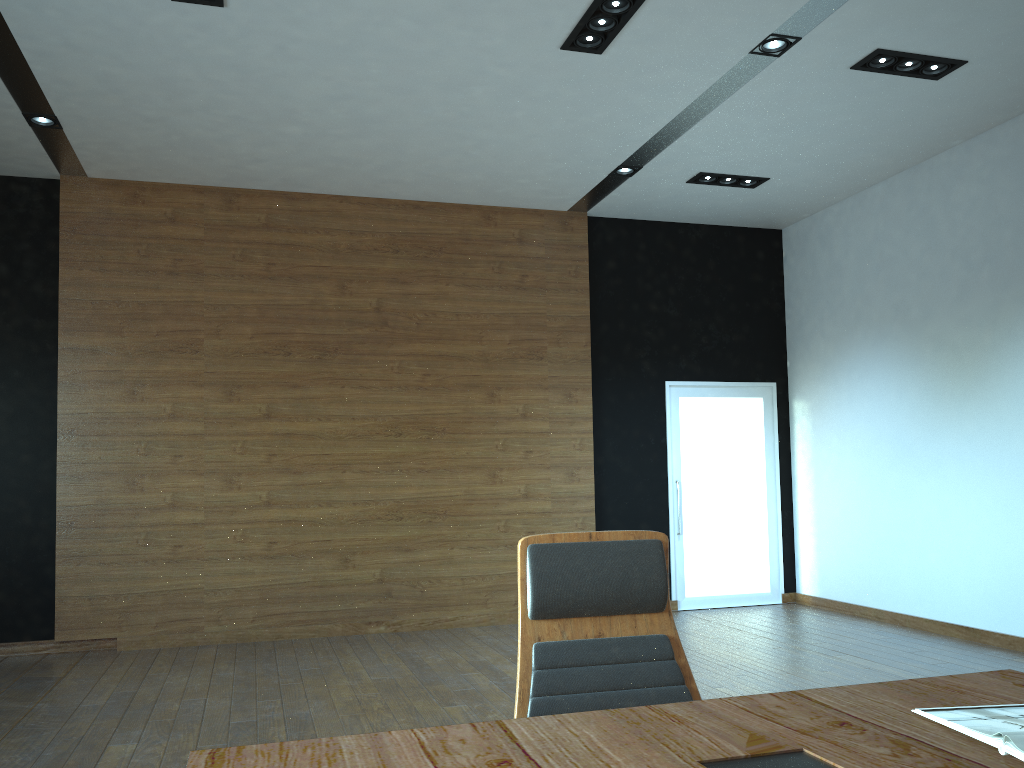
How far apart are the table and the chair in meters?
0.3

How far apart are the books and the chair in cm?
→ 60

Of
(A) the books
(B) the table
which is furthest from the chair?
(A) the books

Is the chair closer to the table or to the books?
the table

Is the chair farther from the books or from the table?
the books

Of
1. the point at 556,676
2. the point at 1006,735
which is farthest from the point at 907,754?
the point at 556,676

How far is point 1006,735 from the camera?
1.40m

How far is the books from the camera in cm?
140

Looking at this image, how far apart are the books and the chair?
0.6m

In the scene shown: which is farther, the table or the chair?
the chair
